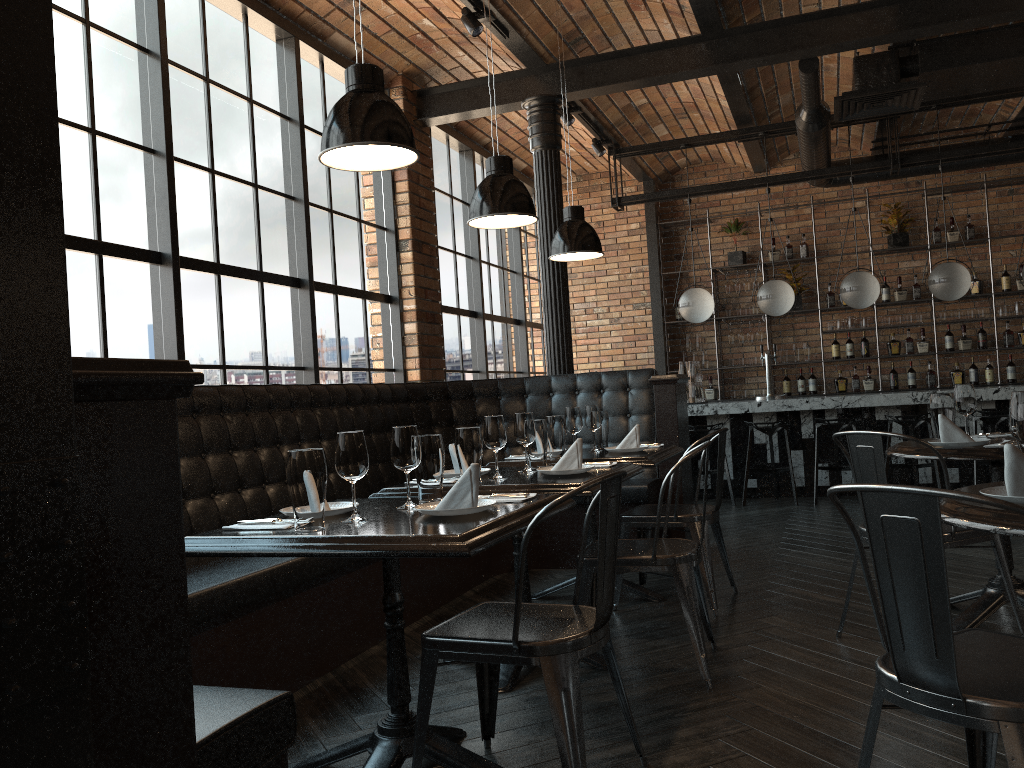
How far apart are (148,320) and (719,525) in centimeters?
301cm

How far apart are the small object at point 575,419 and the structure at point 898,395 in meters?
4.0

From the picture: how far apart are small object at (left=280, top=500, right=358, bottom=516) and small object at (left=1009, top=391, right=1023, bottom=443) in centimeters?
178cm

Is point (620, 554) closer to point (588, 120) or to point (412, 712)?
point (412, 712)

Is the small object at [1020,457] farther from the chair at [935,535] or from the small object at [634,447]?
the small object at [634,447]

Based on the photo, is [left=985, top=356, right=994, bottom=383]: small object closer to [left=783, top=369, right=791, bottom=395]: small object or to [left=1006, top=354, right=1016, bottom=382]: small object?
[left=1006, top=354, right=1016, bottom=382]: small object

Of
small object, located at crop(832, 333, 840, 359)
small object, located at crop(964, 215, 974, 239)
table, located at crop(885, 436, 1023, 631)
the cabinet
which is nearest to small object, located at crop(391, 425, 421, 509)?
table, located at crop(885, 436, 1023, 631)

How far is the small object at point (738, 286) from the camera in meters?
10.0

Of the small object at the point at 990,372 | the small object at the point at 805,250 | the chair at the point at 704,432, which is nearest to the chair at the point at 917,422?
the chair at the point at 704,432

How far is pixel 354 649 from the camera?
3.8m
